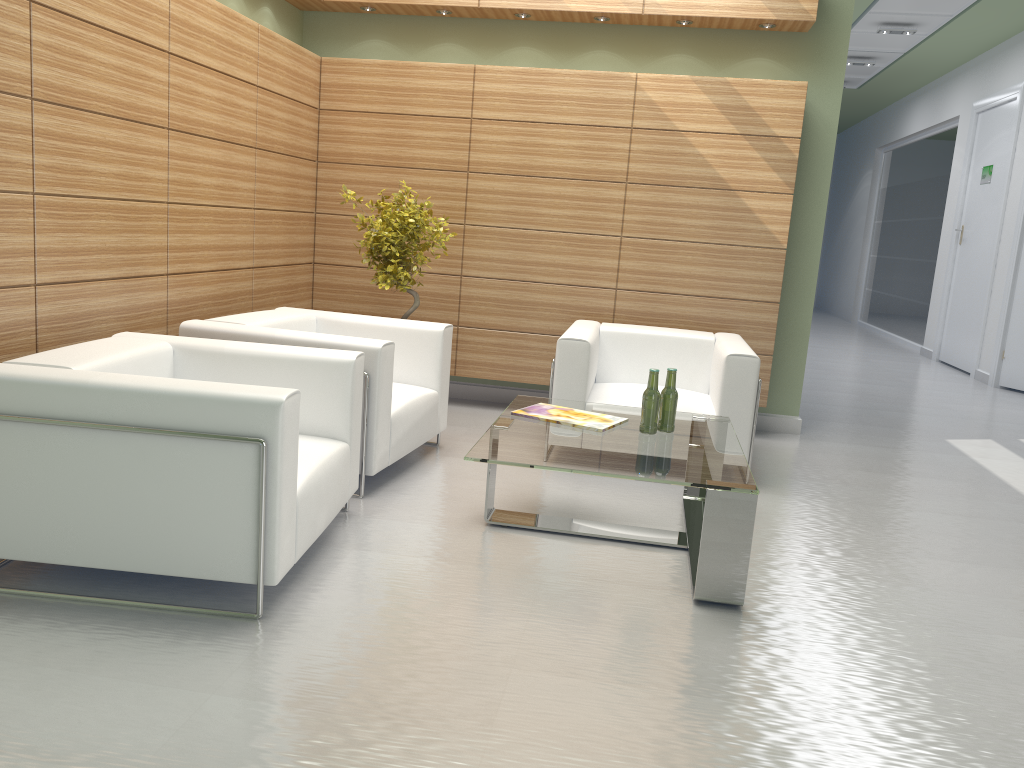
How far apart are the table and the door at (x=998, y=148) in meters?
12.2 m

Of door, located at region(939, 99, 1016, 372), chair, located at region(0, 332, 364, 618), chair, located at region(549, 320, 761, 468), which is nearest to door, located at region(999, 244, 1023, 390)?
door, located at region(939, 99, 1016, 372)

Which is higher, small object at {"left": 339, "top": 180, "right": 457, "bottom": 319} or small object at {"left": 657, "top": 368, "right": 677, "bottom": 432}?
small object at {"left": 339, "top": 180, "right": 457, "bottom": 319}

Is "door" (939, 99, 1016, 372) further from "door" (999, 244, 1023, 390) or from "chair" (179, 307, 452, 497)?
"chair" (179, 307, 452, 497)

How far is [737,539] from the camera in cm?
527

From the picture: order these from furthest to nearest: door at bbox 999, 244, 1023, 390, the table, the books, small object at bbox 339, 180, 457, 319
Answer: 1. door at bbox 999, 244, 1023, 390
2. small object at bbox 339, 180, 457, 319
3. the books
4. the table

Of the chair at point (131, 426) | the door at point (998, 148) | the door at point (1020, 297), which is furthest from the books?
the door at point (998, 148)

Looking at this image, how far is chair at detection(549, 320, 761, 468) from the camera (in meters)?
7.89

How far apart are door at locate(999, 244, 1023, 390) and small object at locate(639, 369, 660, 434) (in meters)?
11.76

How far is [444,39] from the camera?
10.47m
